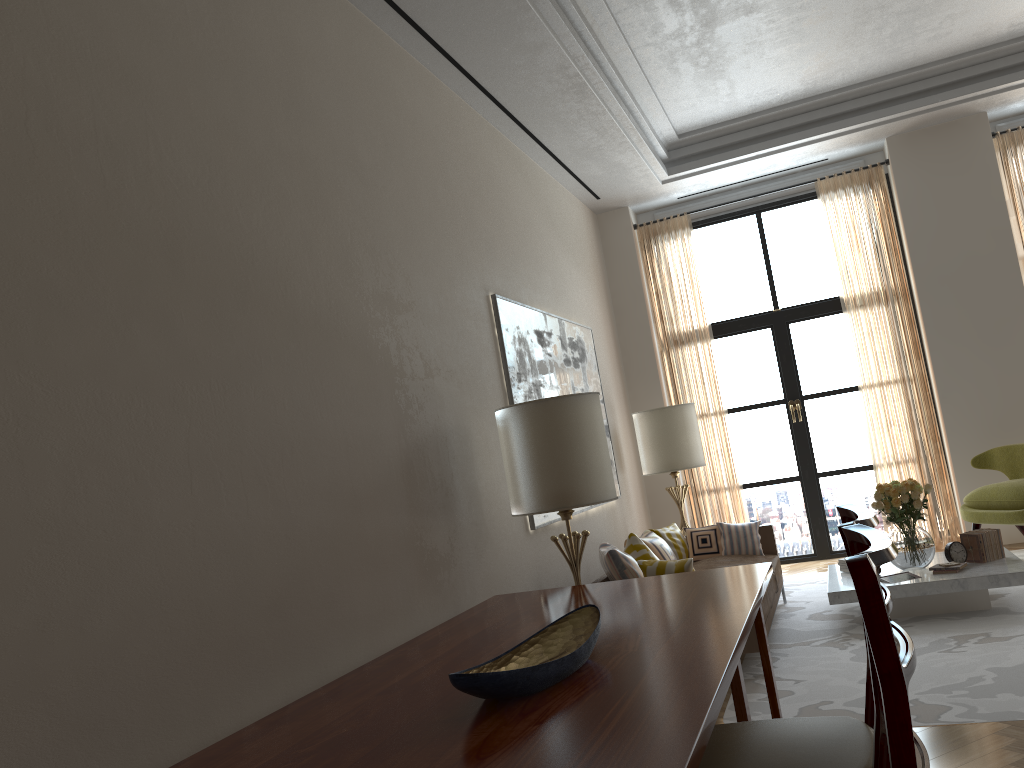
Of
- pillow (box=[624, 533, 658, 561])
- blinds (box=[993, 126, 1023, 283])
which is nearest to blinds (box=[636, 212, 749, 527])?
blinds (box=[993, 126, 1023, 283])

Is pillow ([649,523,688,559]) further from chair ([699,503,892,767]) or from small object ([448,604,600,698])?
chair ([699,503,892,767])

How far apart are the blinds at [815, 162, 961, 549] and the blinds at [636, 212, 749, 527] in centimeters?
168cm

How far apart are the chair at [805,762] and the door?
8.9m

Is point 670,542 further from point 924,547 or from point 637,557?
point 924,547

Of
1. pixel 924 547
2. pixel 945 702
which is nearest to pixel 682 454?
pixel 924 547

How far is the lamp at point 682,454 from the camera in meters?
10.3

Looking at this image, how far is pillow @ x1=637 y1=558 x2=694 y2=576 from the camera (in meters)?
6.72

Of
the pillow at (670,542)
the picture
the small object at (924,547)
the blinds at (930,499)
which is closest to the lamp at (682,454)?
the picture

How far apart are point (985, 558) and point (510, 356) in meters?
4.5 m
